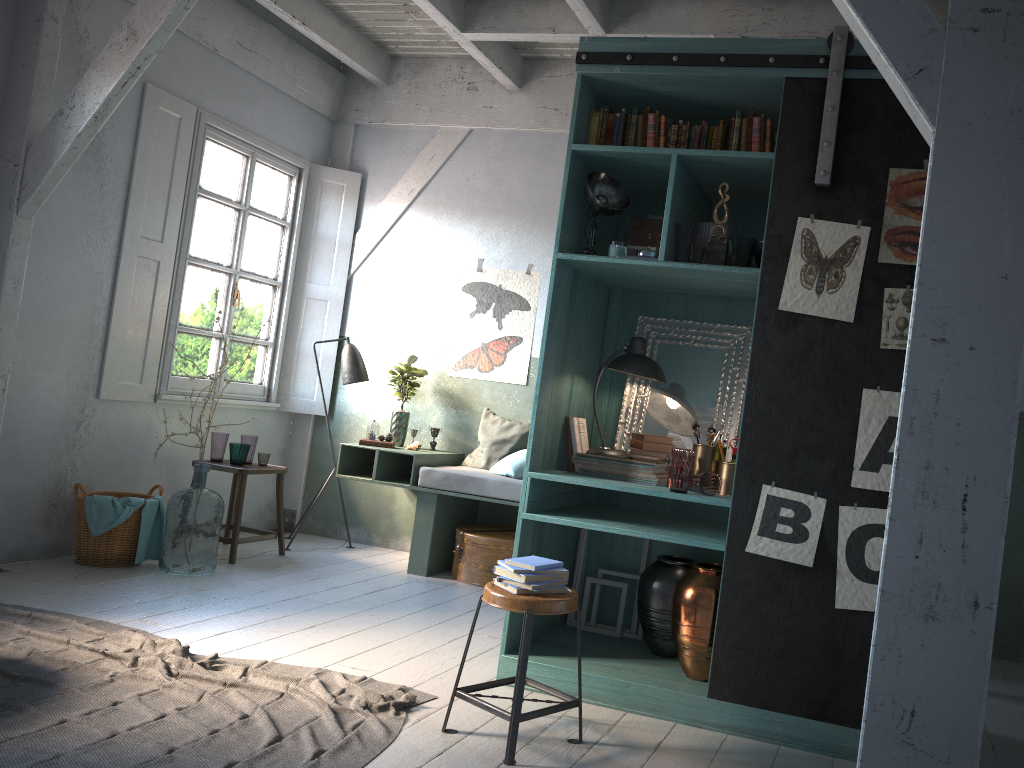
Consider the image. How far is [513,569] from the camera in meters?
3.7 m

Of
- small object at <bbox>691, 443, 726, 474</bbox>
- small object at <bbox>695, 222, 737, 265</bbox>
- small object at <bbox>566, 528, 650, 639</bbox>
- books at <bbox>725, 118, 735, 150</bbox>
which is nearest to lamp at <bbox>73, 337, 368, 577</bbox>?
small object at <bbox>566, 528, 650, 639</bbox>

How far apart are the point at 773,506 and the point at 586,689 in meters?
1.3 m

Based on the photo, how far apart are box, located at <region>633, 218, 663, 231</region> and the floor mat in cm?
264

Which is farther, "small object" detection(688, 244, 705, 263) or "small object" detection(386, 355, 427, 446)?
"small object" detection(386, 355, 427, 446)

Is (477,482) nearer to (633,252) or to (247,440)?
(247,440)

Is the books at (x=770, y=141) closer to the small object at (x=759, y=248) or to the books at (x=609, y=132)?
the small object at (x=759, y=248)

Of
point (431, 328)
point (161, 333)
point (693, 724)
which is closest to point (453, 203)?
point (431, 328)

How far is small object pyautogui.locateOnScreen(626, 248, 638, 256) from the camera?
4.5 meters

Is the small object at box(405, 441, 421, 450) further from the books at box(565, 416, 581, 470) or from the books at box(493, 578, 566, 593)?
Result: the books at box(493, 578, 566, 593)
